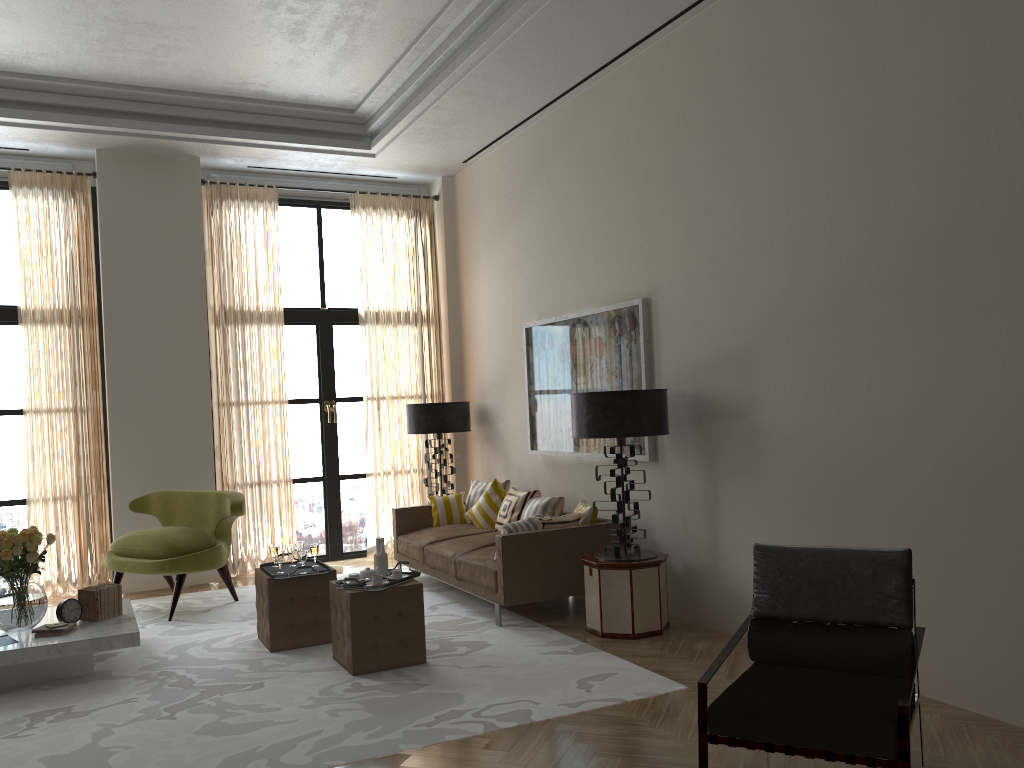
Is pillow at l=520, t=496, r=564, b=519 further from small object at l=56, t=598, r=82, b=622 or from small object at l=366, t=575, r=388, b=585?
small object at l=56, t=598, r=82, b=622

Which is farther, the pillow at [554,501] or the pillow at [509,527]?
the pillow at [554,501]

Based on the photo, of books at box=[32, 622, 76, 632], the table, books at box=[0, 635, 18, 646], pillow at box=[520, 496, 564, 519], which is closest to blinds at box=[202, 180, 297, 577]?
the table

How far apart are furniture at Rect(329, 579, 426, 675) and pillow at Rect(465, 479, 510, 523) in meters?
3.6

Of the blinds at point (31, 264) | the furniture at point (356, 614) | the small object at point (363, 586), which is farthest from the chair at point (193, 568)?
the small object at point (363, 586)

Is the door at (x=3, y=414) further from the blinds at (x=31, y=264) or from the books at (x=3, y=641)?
the books at (x=3, y=641)

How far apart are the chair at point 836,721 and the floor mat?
1.33m

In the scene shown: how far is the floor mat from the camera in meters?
5.2

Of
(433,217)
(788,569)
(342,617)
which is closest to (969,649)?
(788,569)

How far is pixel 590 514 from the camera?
8.2 meters
